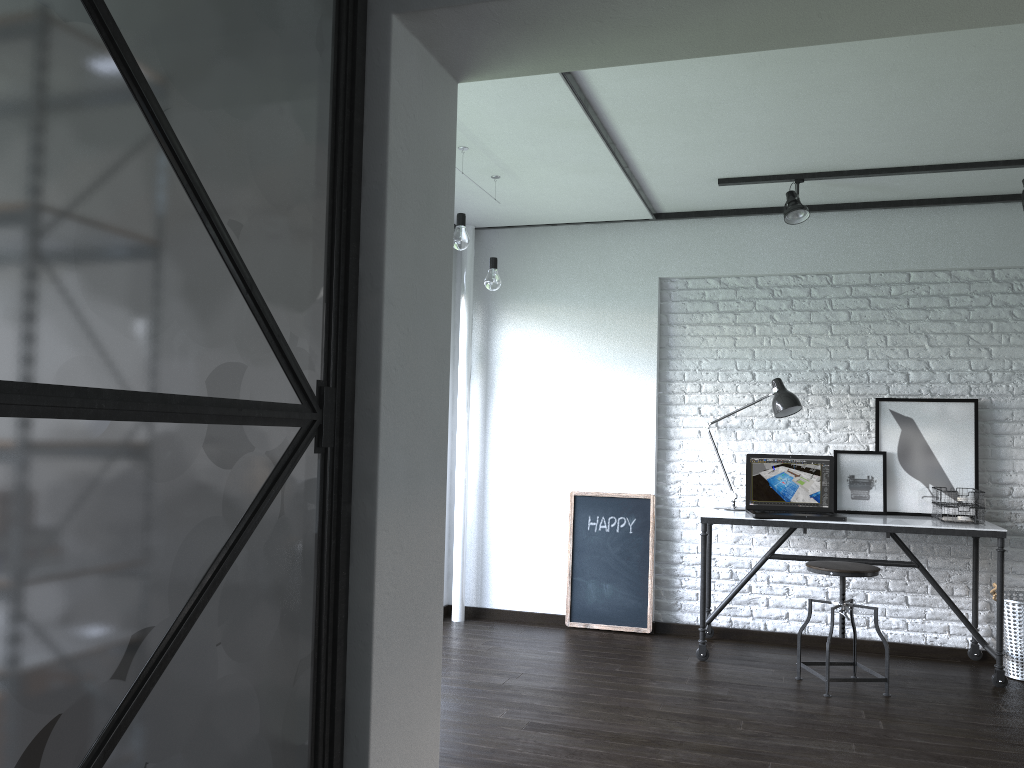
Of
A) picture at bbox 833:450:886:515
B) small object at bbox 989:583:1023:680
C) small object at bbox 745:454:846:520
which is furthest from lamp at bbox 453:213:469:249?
small object at bbox 989:583:1023:680

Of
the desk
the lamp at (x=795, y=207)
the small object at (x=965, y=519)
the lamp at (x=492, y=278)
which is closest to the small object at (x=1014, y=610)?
the desk

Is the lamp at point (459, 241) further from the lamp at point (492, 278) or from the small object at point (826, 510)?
the small object at point (826, 510)

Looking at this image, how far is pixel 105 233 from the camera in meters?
1.2 m

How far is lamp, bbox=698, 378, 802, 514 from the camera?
4.5 meters

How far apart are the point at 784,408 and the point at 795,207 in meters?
1.0 m

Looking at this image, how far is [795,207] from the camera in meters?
4.3 m

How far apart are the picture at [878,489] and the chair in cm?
66

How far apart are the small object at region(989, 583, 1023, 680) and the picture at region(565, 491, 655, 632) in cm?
169

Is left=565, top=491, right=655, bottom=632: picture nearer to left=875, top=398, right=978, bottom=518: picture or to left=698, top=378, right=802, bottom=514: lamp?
left=698, top=378, right=802, bottom=514: lamp
